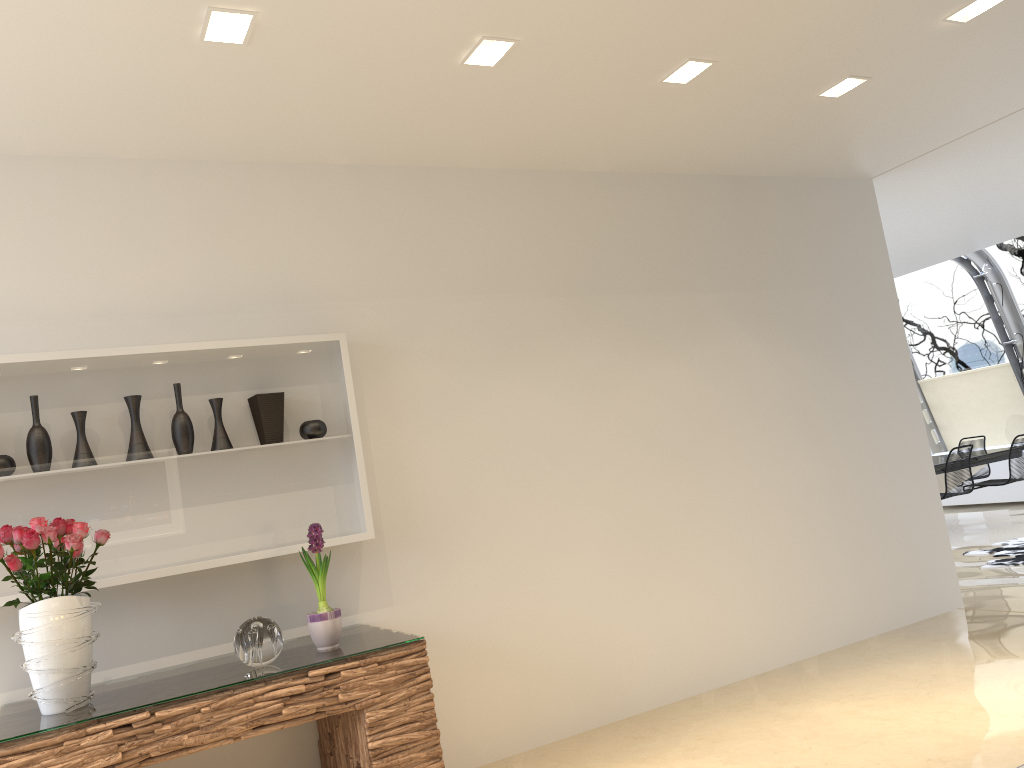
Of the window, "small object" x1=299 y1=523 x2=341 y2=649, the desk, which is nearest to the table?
the window

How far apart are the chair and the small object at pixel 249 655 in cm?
818

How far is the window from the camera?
10.5 meters

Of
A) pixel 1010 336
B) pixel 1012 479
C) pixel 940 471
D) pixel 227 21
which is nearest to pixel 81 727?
pixel 227 21

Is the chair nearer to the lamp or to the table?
the table

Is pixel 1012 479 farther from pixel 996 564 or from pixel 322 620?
pixel 322 620

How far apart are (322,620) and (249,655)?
0.3m

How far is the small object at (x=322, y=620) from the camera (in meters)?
3.33

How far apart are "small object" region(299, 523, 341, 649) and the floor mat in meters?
5.8 m

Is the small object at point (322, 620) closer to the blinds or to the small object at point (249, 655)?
the small object at point (249, 655)
